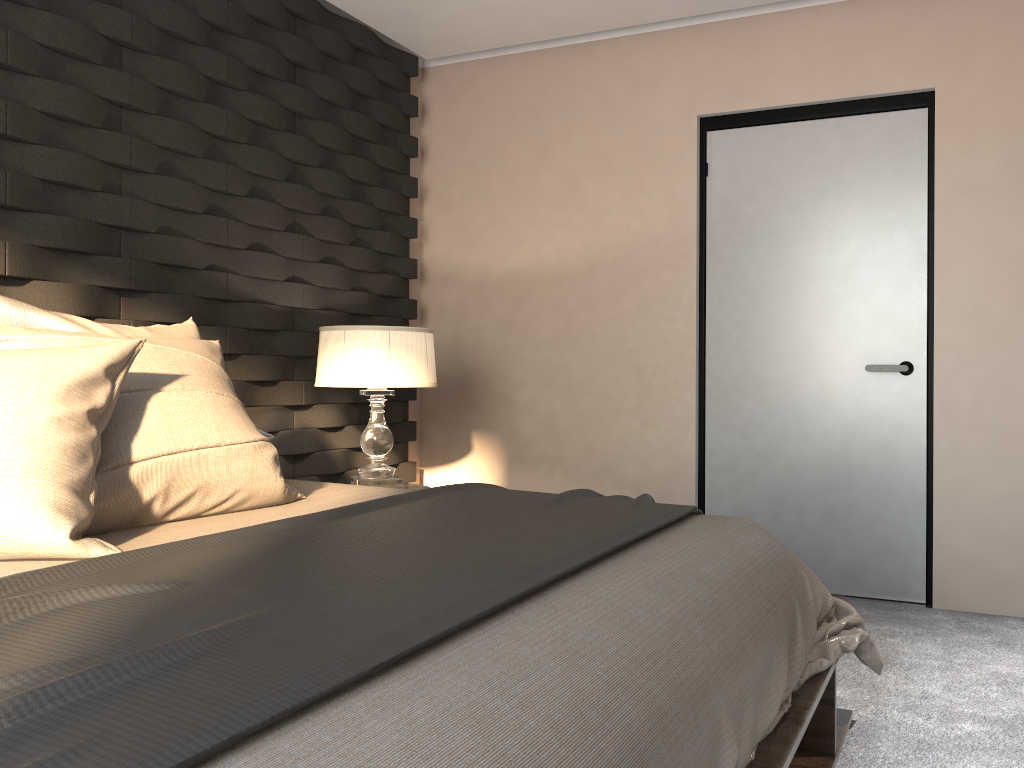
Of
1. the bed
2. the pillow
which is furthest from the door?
the pillow

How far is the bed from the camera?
0.9m

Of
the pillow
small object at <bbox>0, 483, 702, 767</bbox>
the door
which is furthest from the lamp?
the door

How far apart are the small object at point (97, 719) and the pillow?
0.1m

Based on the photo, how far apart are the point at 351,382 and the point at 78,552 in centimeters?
183cm

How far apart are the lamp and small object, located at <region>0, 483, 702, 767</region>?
1.1 meters

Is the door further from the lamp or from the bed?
the bed

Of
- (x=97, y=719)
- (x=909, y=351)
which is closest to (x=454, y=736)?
(x=97, y=719)

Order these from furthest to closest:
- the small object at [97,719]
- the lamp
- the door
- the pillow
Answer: the door
the lamp
the pillow
the small object at [97,719]

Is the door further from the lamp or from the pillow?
the pillow
